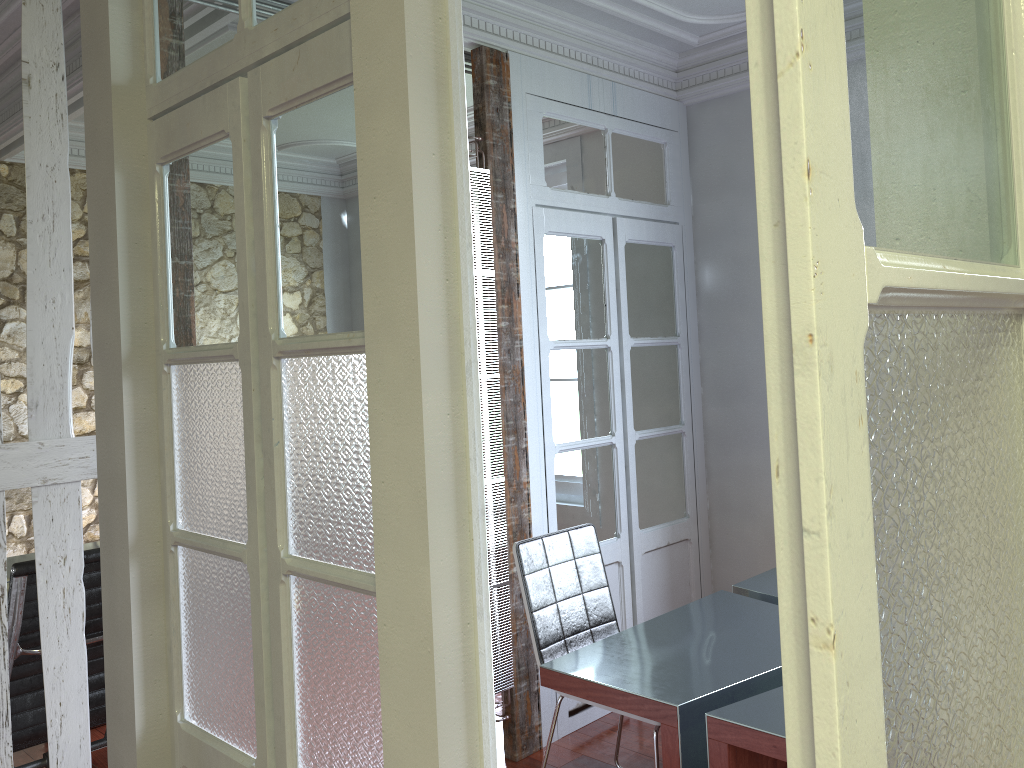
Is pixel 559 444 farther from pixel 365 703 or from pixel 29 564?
pixel 365 703

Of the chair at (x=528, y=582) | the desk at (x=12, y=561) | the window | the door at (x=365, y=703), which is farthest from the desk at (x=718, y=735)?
the desk at (x=12, y=561)

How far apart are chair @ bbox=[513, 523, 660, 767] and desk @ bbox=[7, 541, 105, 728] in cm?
245

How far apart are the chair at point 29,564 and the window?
3.3 meters

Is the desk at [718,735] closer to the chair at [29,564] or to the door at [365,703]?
the door at [365,703]

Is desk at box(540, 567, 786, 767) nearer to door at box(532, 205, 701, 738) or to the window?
door at box(532, 205, 701, 738)

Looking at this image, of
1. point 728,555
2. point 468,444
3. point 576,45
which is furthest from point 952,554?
point 728,555

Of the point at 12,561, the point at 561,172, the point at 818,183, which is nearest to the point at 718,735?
the point at 818,183

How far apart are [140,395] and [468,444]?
1.1 meters

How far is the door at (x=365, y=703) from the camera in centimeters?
162cm
